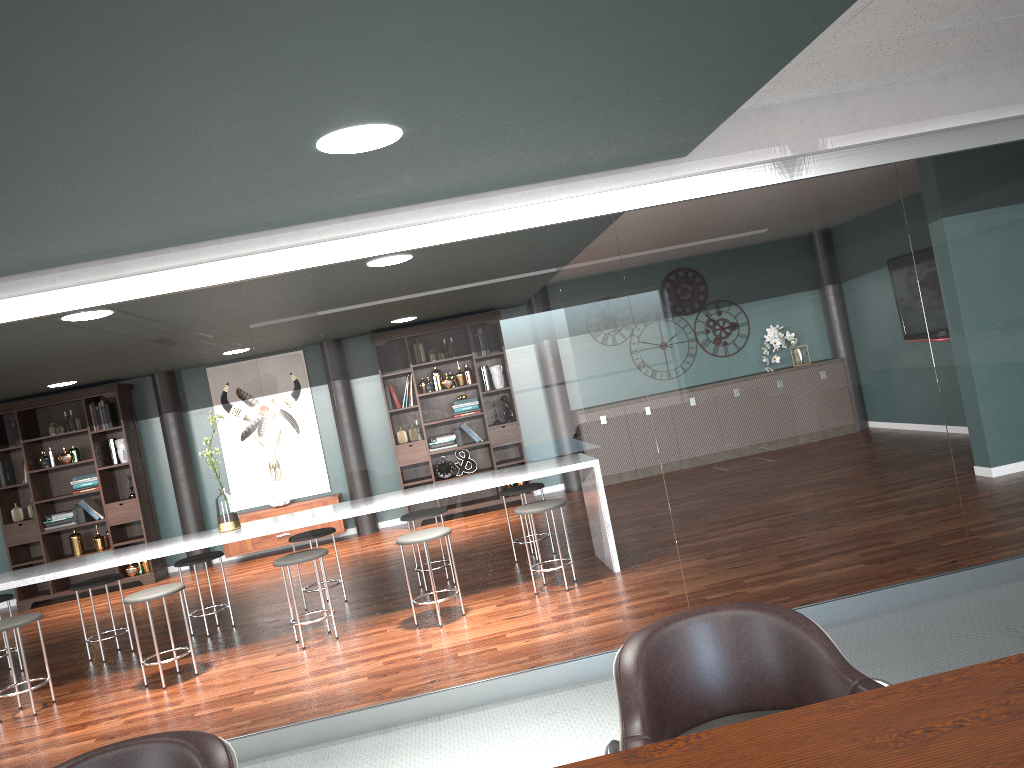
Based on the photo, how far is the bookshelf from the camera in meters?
8.6 m

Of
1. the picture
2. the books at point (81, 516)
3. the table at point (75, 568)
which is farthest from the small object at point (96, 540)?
the table at point (75, 568)

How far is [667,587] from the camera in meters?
3.7

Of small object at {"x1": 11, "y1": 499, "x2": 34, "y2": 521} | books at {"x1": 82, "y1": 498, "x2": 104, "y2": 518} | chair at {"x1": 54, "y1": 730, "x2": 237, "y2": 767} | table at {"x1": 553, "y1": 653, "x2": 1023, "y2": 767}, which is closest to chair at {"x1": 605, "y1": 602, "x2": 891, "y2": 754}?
table at {"x1": 553, "y1": 653, "x2": 1023, "y2": 767}

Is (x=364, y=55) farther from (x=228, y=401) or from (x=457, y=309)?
(x=228, y=401)

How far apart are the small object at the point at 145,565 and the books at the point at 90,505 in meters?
0.6

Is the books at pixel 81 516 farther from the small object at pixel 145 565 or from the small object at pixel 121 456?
the small object at pixel 145 565

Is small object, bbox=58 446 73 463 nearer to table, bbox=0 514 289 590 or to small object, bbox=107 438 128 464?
small object, bbox=107 438 128 464

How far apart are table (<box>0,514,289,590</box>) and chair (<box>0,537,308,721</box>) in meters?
0.2

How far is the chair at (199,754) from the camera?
1.56m
